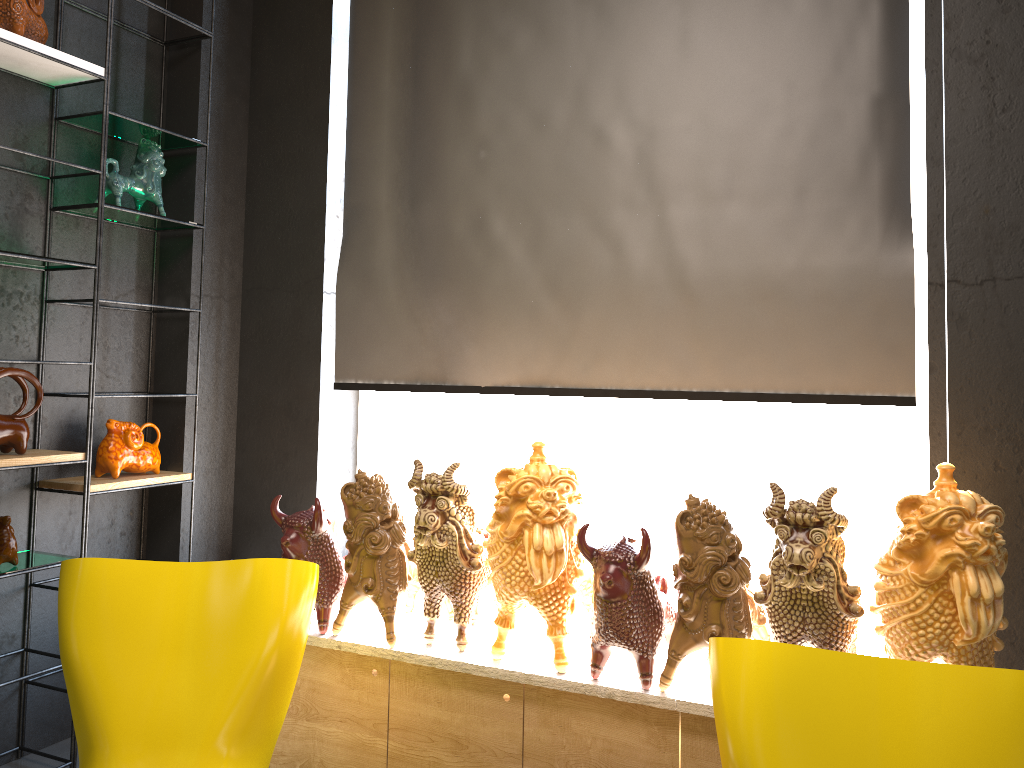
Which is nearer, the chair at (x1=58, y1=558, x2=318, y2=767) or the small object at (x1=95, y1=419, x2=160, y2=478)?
the chair at (x1=58, y1=558, x2=318, y2=767)

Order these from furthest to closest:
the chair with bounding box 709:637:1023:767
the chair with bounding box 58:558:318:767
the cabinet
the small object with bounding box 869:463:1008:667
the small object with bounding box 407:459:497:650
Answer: the small object with bounding box 407:459:497:650 → the cabinet → the chair with bounding box 58:558:318:767 → the small object with bounding box 869:463:1008:667 → the chair with bounding box 709:637:1023:767

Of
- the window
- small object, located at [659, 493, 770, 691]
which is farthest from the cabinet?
the window

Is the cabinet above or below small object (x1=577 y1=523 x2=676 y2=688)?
below

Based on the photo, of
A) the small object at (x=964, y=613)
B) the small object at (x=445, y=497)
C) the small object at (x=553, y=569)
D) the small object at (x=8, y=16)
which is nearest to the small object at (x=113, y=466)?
the small object at (x=445, y=497)

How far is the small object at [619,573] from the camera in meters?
2.4

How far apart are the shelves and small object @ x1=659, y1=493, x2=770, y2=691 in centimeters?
202cm

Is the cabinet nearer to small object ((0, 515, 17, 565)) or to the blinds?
the blinds

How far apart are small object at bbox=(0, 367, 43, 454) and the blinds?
1.1 meters

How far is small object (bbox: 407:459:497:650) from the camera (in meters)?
2.68
